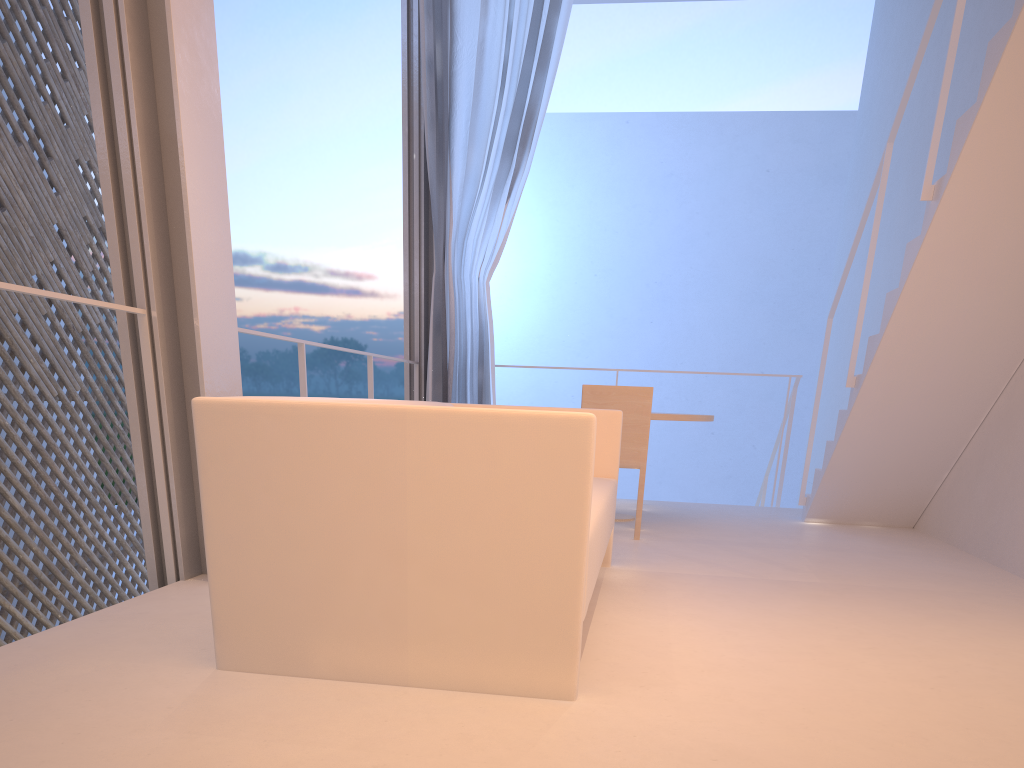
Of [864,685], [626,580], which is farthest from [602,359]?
[864,685]

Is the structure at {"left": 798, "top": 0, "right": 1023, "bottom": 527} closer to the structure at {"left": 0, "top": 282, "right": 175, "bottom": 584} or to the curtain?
the curtain

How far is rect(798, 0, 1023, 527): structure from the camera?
1.9m

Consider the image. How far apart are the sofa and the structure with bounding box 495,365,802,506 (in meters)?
1.76

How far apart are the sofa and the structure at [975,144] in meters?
0.9

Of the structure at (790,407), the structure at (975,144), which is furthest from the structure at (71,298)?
the structure at (790,407)

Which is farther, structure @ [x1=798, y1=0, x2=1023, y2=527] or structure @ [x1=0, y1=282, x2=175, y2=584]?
structure @ [x1=798, y1=0, x2=1023, y2=527]

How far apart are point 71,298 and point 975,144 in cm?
189

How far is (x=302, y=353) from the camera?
2.3 meters

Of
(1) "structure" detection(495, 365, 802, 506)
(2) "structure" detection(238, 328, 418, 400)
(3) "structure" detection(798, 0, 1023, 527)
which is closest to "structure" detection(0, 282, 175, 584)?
(2) "structure" detection(238, 328, 418, 400)
